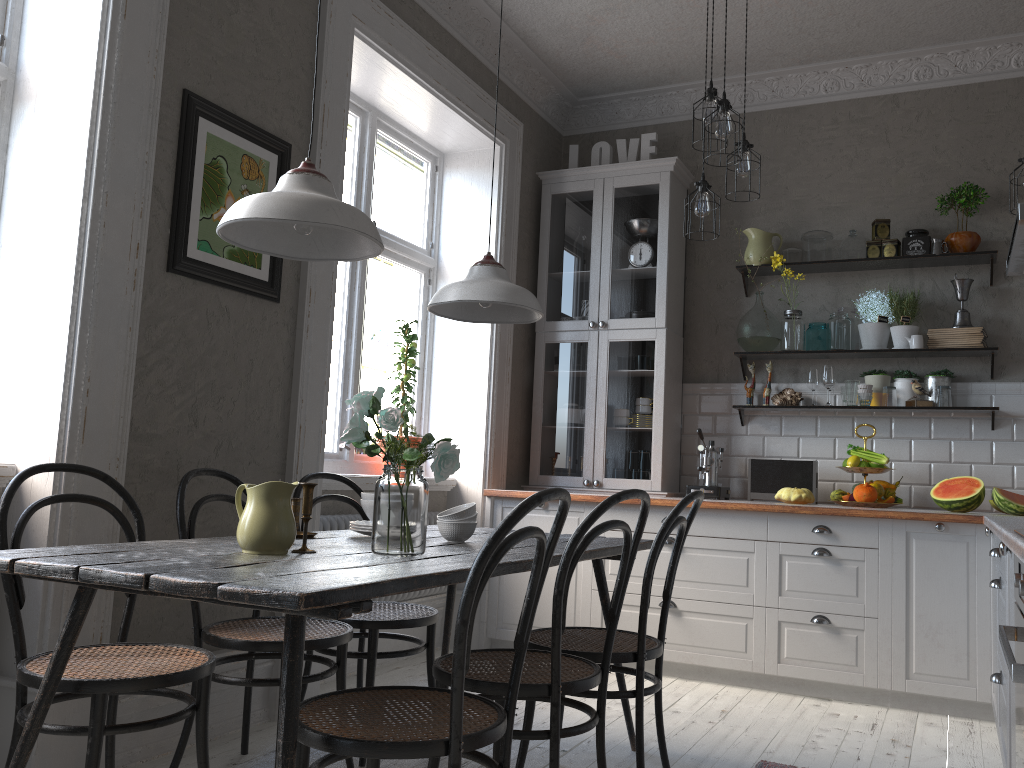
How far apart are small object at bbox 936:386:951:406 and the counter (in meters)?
0.74

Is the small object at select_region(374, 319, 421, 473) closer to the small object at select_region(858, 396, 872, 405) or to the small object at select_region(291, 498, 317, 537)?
the small object at select_region(291, 498, 317, 537)

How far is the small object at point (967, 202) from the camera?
4.4 meters

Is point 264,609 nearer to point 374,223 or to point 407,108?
point 374,223

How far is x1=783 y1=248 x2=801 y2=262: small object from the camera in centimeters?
486cm

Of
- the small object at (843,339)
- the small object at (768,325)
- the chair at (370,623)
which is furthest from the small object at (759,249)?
the chair at (370,623)

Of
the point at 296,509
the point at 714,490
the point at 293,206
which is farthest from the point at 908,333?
the point at 293,206

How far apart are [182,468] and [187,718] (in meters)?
0.80

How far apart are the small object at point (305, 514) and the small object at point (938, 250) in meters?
3.6

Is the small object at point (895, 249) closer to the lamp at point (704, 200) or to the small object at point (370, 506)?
the lamp at point (704, 200)
